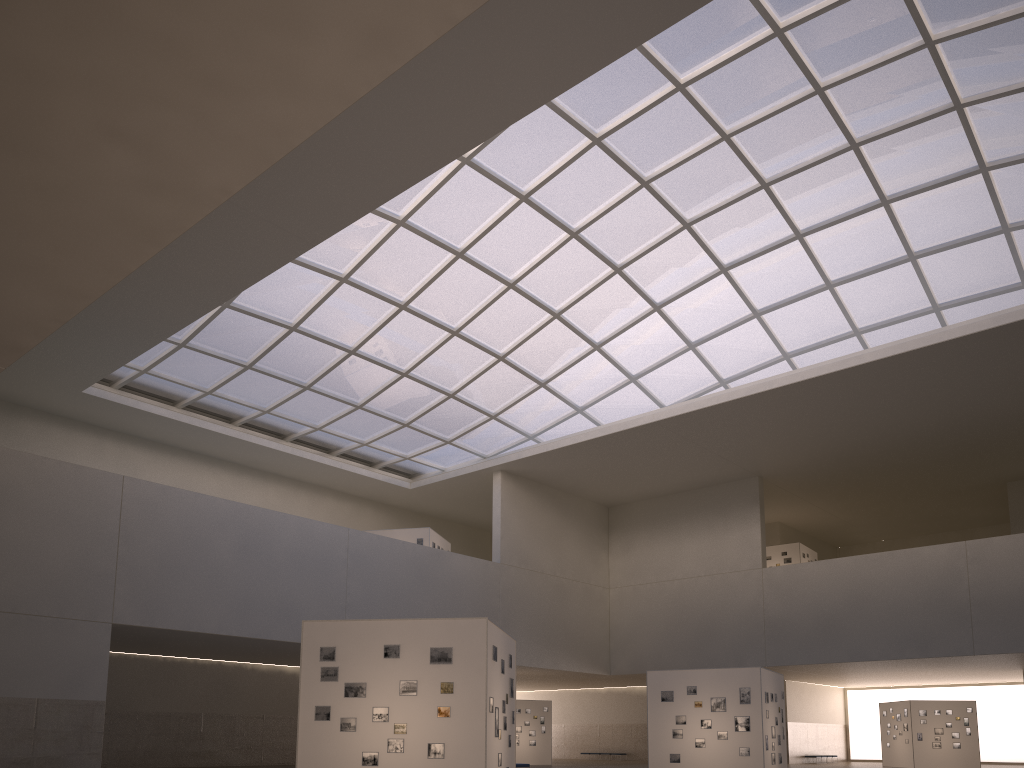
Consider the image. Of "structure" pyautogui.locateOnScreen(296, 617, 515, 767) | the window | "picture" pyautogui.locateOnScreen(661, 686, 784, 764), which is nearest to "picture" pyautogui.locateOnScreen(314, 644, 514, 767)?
"structure" pyautogui.locateOnScreen(296, 617, 515, 767)

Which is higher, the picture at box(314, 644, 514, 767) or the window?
the window

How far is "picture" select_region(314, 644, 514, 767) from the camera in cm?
1892

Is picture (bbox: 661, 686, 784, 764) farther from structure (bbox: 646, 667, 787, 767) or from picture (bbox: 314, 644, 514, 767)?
picture (bbox: 314, 644, 514, 767)

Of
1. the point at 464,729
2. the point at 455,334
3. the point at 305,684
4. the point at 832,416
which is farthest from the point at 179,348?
the point at 832,416

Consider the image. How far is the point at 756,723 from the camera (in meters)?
31.21

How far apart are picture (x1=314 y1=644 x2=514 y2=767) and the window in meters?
25.5 m

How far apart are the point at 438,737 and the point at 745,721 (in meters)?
16.69

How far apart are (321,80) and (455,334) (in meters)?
42.21

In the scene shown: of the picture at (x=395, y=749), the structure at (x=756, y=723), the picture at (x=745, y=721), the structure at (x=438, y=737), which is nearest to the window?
the structure at (x=756, y=723)
